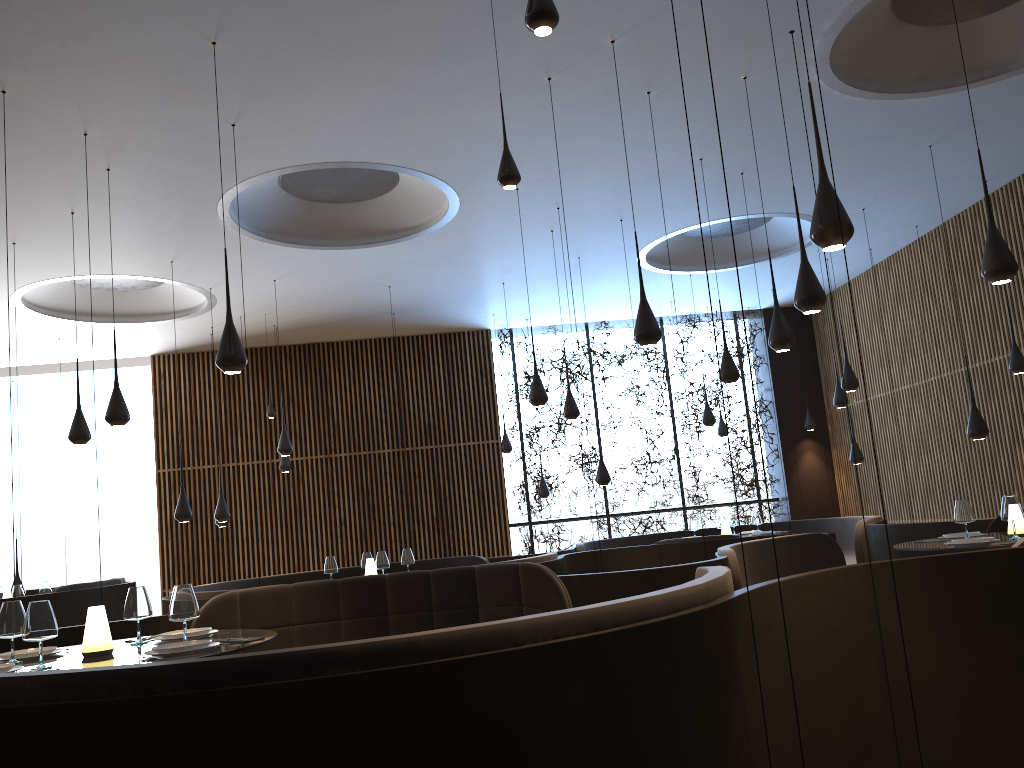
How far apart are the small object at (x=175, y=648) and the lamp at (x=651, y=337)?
3.33m

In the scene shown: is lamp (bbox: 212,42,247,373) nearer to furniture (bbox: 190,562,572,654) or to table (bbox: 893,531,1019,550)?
furniture (bbox: 190,562,572,654)

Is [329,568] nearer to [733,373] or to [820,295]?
[733,373]

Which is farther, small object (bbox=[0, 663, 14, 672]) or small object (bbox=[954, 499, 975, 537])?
small object (bbox=[954, 499, 975, 537])

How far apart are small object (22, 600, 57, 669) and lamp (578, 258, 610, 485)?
7.75m

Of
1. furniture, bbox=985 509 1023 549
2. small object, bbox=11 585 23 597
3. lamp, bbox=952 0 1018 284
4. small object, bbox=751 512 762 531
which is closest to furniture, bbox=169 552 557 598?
small object, bbox=11 585 23 597

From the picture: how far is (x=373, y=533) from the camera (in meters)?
14.43

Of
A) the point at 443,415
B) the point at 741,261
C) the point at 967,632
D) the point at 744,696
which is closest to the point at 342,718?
the point at 744,696

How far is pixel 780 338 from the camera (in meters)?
6.71

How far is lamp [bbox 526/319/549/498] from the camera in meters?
14.2
